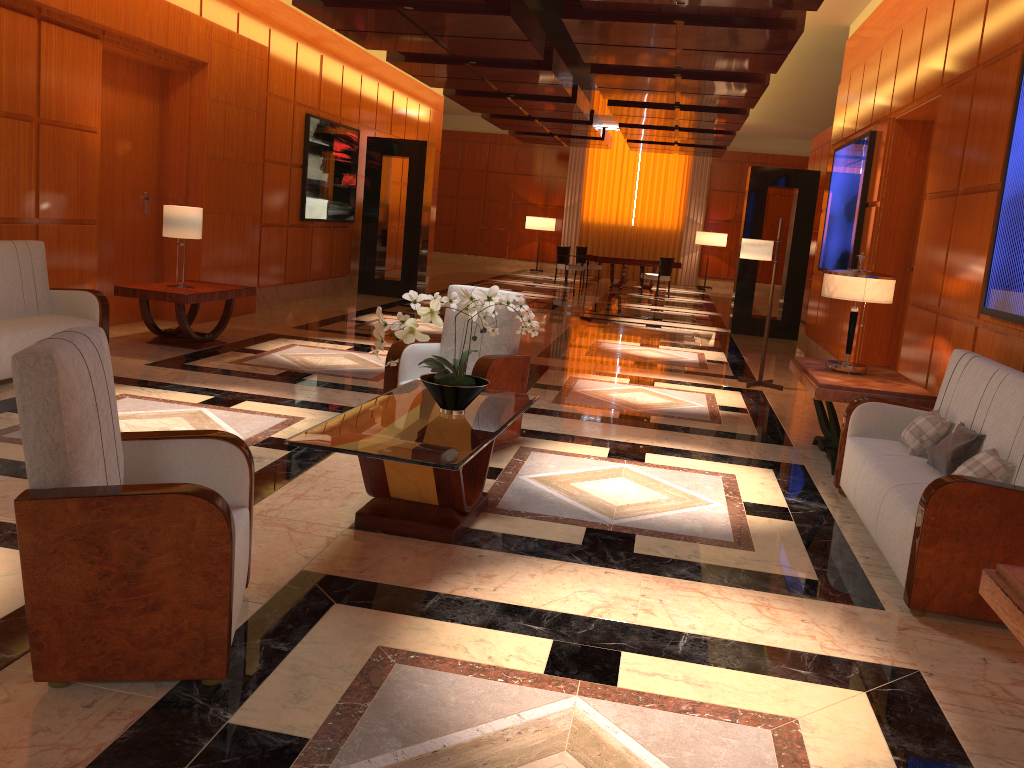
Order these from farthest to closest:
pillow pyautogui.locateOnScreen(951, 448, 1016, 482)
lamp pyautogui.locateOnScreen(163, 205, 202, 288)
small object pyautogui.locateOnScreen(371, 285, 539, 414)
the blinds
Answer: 1. the blinds
2. lamp pyautogui.locateOnScreen(163, 205, 202, 288)
3. small object pyautogui.locateOnScreen(371, 285, 539, 414)
4. pillow pyautogui.locateOnScreen(951, 448, 1016, 482)

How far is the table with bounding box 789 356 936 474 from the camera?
5.4 meters

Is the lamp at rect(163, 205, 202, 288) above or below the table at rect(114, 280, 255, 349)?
above

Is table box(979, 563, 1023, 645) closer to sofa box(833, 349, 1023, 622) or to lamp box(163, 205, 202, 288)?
sofa box(833, 349, 1023, 622)

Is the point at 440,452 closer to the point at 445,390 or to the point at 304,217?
→ the point at 445,390

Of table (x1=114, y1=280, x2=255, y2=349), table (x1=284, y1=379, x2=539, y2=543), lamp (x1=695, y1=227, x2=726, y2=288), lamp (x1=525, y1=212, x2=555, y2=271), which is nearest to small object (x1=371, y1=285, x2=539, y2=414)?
table (x1=284, y1=379, x2=539, y2=543)

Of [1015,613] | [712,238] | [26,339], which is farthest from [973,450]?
[712,238]

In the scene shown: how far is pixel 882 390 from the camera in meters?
5.4

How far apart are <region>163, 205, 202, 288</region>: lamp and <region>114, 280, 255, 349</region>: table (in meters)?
0.48

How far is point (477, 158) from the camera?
25.1m
